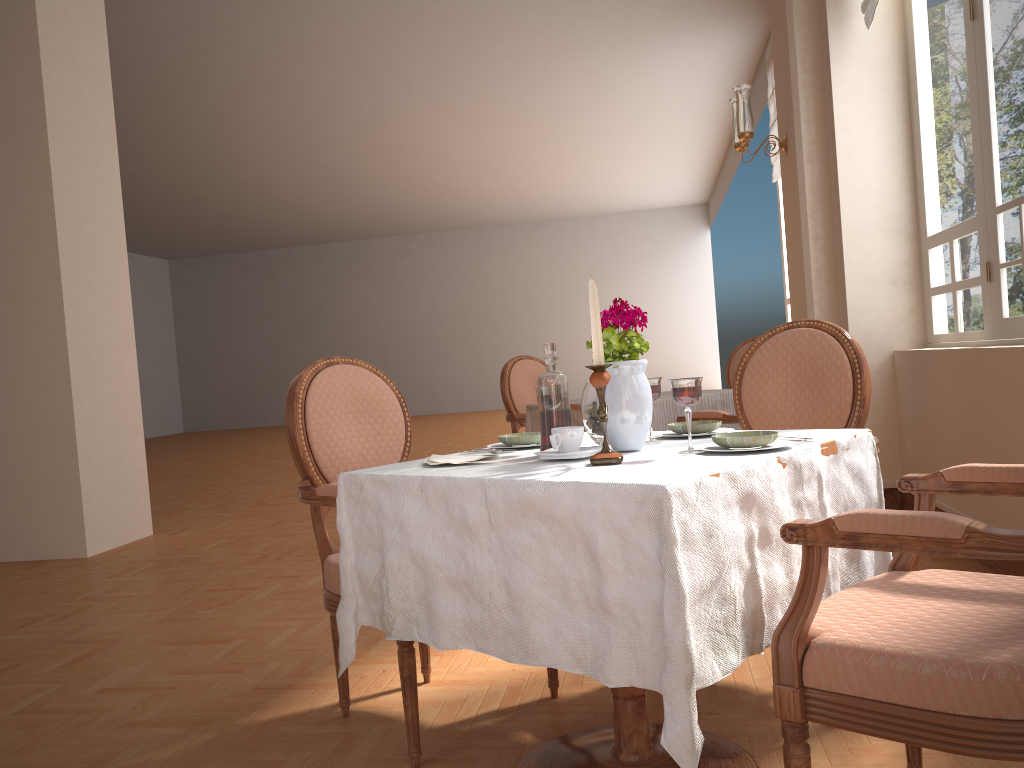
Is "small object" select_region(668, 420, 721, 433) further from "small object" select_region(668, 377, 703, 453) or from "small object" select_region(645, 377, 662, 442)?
"small object" select_region(668, 377, 703, 453)

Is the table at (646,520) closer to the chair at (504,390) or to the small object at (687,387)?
the small object at (687,387)

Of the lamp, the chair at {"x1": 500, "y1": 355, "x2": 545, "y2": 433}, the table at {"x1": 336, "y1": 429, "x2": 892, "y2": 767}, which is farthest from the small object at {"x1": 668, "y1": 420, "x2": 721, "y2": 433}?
the lamp

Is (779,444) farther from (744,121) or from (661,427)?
(744,121)

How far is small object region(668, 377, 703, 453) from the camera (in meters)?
1.57

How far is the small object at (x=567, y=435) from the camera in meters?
1.7

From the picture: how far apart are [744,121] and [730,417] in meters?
1.9 m

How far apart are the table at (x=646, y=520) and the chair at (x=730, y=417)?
1.7m

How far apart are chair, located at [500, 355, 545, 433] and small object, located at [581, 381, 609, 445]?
2.8 meters

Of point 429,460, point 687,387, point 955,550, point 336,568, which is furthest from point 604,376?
point 336,568
